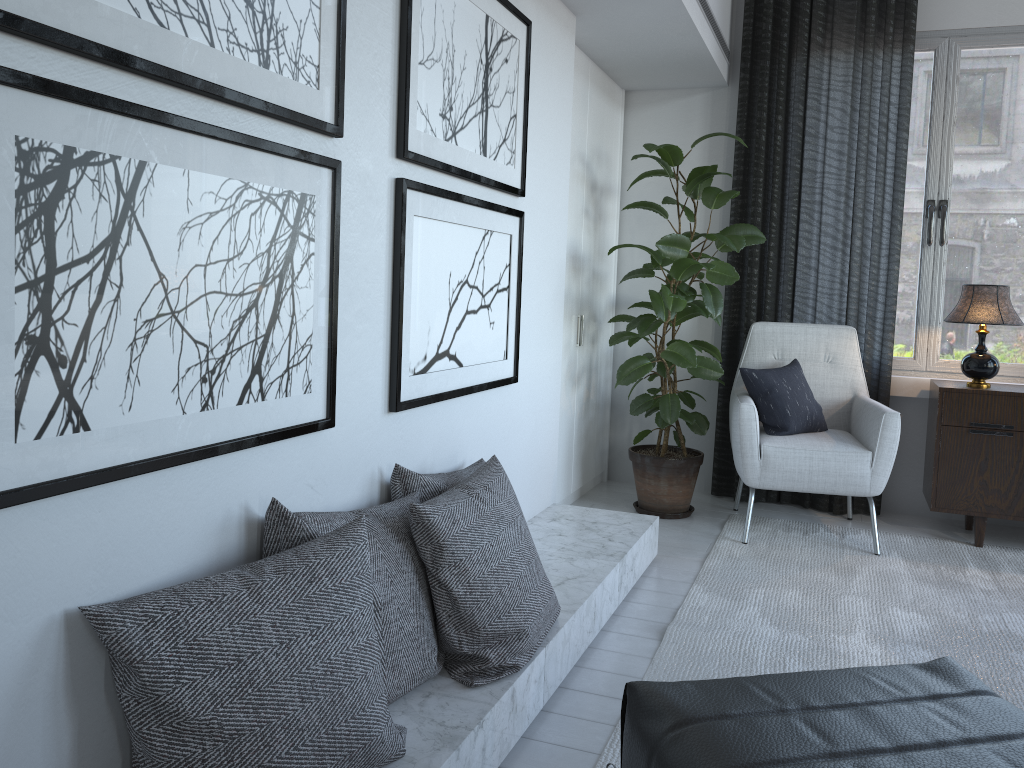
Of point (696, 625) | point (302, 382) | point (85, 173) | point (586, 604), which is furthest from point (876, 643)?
point (85, 173)

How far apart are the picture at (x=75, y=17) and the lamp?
2.7 meters

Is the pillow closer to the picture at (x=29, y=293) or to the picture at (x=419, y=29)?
the picture at (x=419, y=29)

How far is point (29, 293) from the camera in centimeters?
108cm

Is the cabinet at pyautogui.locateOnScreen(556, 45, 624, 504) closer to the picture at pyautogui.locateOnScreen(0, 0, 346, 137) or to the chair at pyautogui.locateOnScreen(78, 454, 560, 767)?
the chair at pyautogui.locateOnScreen(78, 454, 560, 767)

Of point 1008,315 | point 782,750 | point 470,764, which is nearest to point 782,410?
point 1008,315

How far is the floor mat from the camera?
2.3 meters

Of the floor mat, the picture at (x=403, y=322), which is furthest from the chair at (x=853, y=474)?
the picture at (x=403, y=322)

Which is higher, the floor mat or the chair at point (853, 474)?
the chair at point (853, 474)

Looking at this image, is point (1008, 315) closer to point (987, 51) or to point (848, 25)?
point (987, 51)
